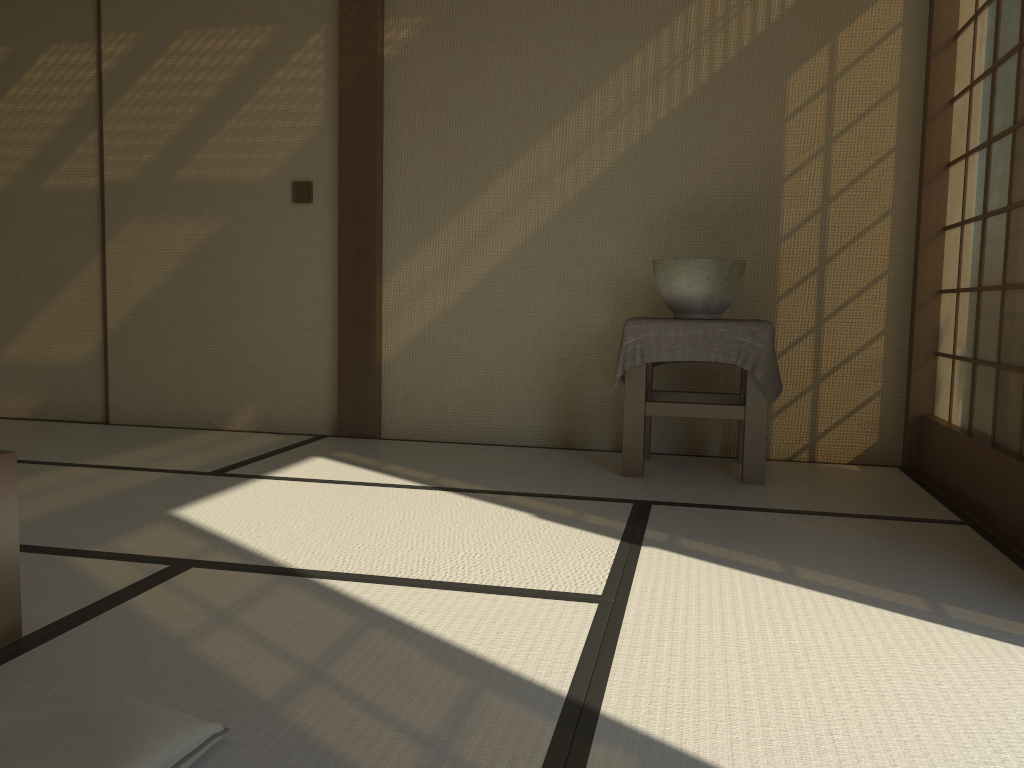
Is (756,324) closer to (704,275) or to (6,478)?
(704,275)

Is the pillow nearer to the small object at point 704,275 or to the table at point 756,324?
the table at point 756,324

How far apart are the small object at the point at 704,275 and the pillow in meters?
2.5 m

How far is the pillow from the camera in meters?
1.1

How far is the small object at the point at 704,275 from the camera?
3.3 meters

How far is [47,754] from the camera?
1.1 meters

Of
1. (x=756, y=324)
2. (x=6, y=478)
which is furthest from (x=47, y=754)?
(x=756, y=324)

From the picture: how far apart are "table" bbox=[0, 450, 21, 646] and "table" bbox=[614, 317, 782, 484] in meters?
2.1

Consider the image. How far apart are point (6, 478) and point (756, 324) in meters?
2.4

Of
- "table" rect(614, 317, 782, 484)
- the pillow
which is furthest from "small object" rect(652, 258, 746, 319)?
the pillow
